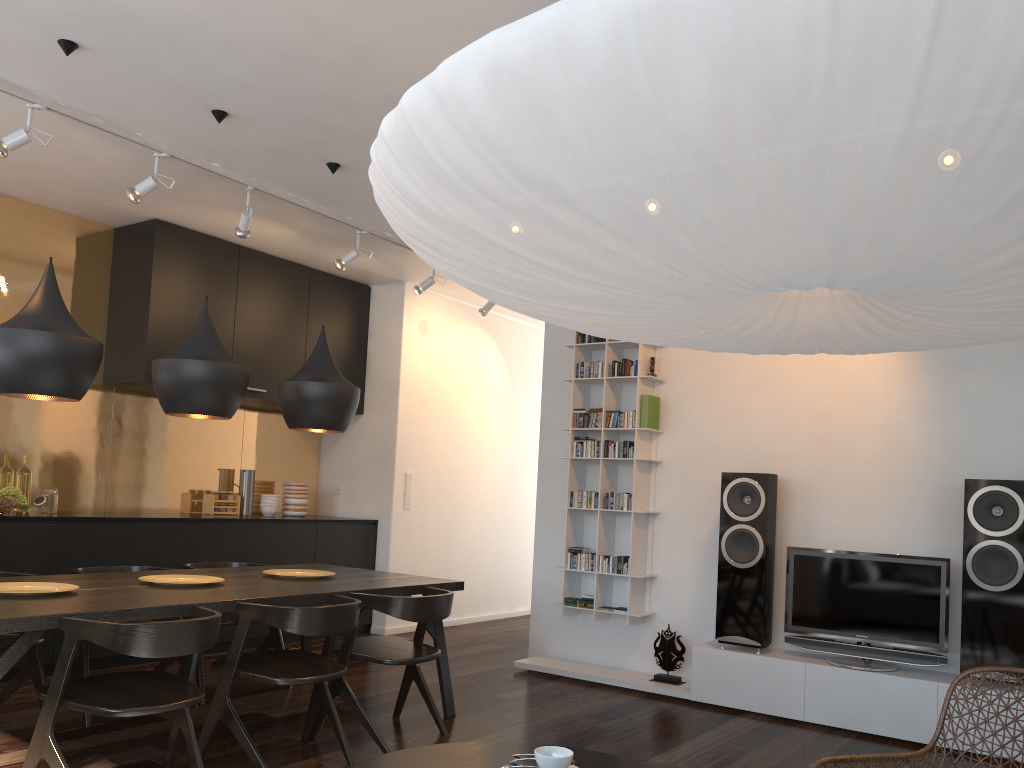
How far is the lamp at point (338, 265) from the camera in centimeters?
567cm

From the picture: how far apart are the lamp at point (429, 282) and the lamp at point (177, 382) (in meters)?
2.44

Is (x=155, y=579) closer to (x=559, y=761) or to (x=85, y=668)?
(x=85, y=668)

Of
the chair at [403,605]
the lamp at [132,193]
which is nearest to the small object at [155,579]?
the chair at [403,605]

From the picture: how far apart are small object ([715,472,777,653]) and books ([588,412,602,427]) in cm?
95

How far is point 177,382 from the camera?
3.75m

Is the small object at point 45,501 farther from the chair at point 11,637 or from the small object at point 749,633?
the small object at point 749,633

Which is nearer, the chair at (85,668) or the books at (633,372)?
the chair at (85,668)

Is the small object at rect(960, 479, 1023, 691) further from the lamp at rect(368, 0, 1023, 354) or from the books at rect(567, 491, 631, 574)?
the lamp at rect(368, 0, 1023, 354)

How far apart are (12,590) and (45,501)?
2.1m
